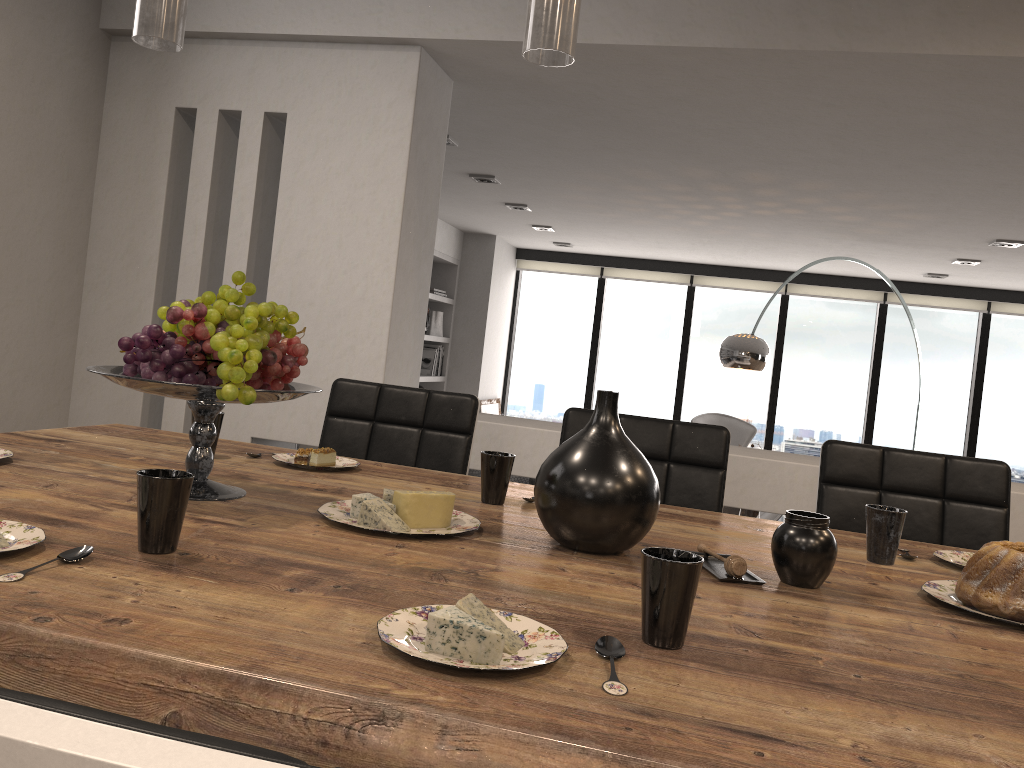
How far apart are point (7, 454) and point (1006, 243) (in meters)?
5.49

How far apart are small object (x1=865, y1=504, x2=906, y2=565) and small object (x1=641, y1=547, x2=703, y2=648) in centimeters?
68cm

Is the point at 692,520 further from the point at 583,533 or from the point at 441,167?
the point at 441,167

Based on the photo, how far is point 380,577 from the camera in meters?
1.1 m

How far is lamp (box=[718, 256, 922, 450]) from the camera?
5.35m

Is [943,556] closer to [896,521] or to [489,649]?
[896,521]

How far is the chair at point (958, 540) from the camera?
2.08m

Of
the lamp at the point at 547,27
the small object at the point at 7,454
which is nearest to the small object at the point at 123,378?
the small object at the point at 7,454

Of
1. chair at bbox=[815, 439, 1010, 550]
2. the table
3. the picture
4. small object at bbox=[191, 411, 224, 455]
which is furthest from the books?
small object at bbox=[191, 411, 224, 455]

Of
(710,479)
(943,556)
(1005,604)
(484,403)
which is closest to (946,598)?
→ (1005,604)
